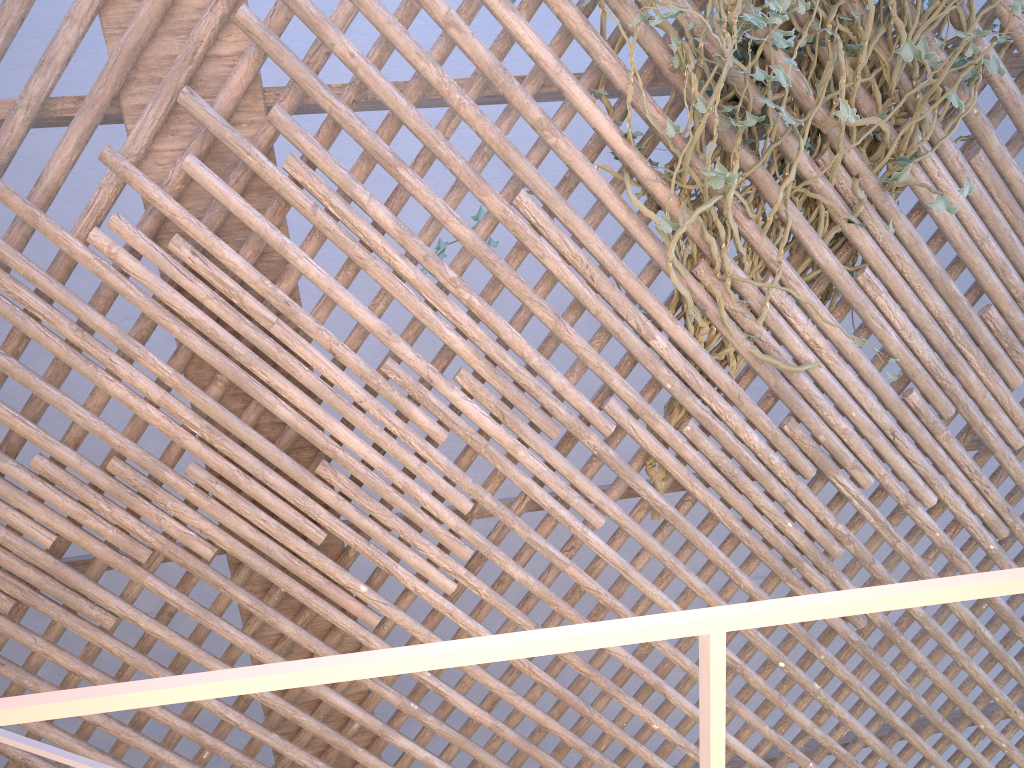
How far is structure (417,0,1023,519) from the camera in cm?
176

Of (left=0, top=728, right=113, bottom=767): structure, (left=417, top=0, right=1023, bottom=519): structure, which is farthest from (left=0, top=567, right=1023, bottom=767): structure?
(left=417, top=0, right=1023, bottom=519): structure

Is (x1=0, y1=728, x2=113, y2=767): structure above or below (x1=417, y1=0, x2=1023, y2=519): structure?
below

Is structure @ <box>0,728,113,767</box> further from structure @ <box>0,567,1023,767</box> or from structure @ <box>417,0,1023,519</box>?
structure @ <box>417,0,1023,519</box>

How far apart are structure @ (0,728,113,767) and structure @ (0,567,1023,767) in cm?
89

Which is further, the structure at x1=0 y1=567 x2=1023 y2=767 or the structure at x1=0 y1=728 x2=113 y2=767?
the structure at x1=0 y1=728 x2=113 y2=767

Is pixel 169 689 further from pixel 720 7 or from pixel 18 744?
pixel 720 7

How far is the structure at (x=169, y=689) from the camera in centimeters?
36cm

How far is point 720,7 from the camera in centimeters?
176cm

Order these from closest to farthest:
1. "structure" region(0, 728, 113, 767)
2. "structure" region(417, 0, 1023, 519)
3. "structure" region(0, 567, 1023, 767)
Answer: "structure" region(0, 567, 1023, 767) < "structure" region(0, 728, 113, 767) < "structure" region(417, 0, 1023, 519)
